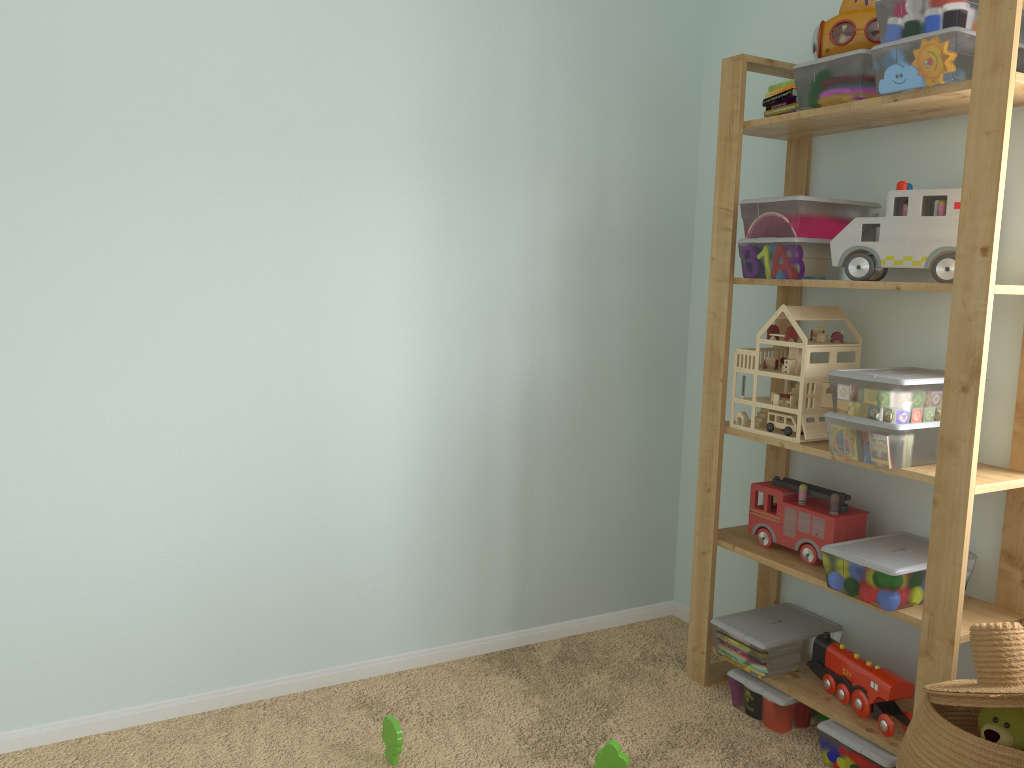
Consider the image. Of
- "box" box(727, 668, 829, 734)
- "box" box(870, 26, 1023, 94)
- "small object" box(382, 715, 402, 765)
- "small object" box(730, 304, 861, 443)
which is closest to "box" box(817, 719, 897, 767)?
"box" box(727, 668, 829, 734)

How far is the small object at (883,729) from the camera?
1.93m

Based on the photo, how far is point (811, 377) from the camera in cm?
209

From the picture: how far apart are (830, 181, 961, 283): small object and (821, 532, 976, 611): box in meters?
0.6 m

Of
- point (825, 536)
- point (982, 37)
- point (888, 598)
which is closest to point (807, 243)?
point (982, 37)

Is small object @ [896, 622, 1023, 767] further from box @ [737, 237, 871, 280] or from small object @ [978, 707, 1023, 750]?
box @ [737, 237, 871, 280]

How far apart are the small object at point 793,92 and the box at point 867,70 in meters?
0.1

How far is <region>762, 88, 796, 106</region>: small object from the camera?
2.09m

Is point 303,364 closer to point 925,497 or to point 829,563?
point 829,563

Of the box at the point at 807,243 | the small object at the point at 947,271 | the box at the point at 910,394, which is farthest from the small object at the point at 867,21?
the box at the point at 910,394
